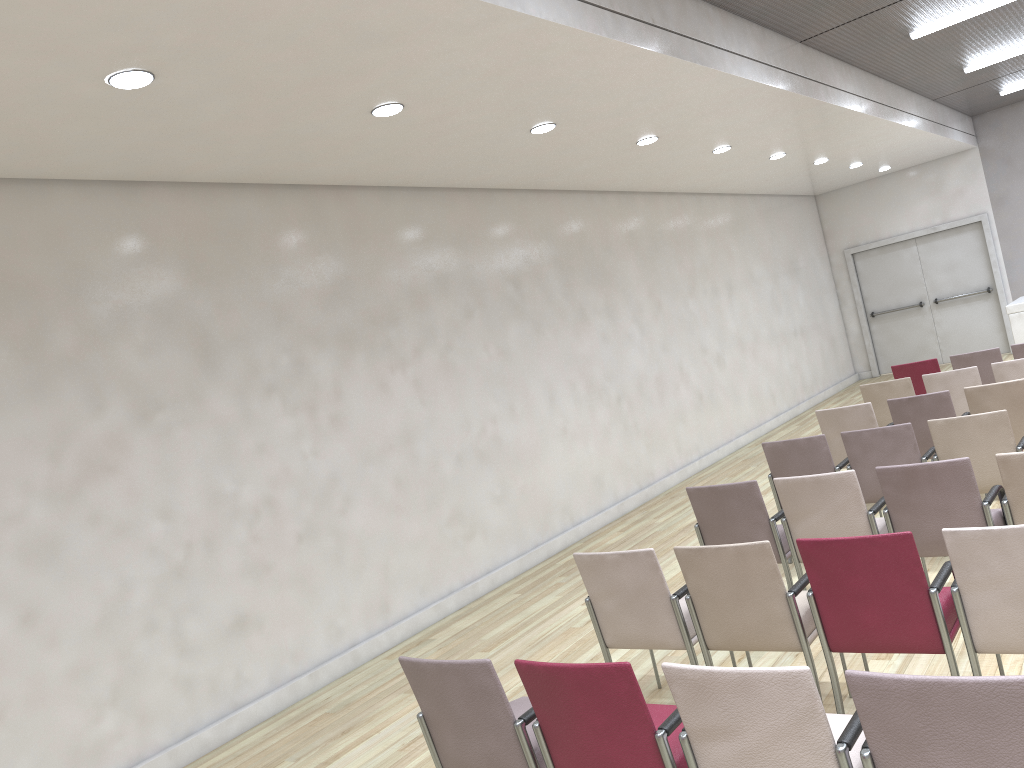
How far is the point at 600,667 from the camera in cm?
271

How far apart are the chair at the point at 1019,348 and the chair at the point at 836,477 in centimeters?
453cm

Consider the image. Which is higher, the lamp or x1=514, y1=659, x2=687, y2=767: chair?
the lamp

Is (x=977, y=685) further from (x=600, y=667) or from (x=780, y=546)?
(x=780, y=546)

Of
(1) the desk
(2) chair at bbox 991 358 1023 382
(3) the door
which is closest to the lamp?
(2) chair at bbox 991 358 1023 382

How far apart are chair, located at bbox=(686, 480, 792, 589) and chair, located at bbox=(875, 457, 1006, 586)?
0.6 meters

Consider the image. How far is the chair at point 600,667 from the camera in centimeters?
271cm

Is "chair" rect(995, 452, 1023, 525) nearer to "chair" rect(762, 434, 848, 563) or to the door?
"chair" rect(762, 434, 848, 563)

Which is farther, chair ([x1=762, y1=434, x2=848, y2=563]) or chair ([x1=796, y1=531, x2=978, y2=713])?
chair ([x1=762, y1=434, x2=848, y2=563])

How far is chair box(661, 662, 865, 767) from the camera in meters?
2.4
